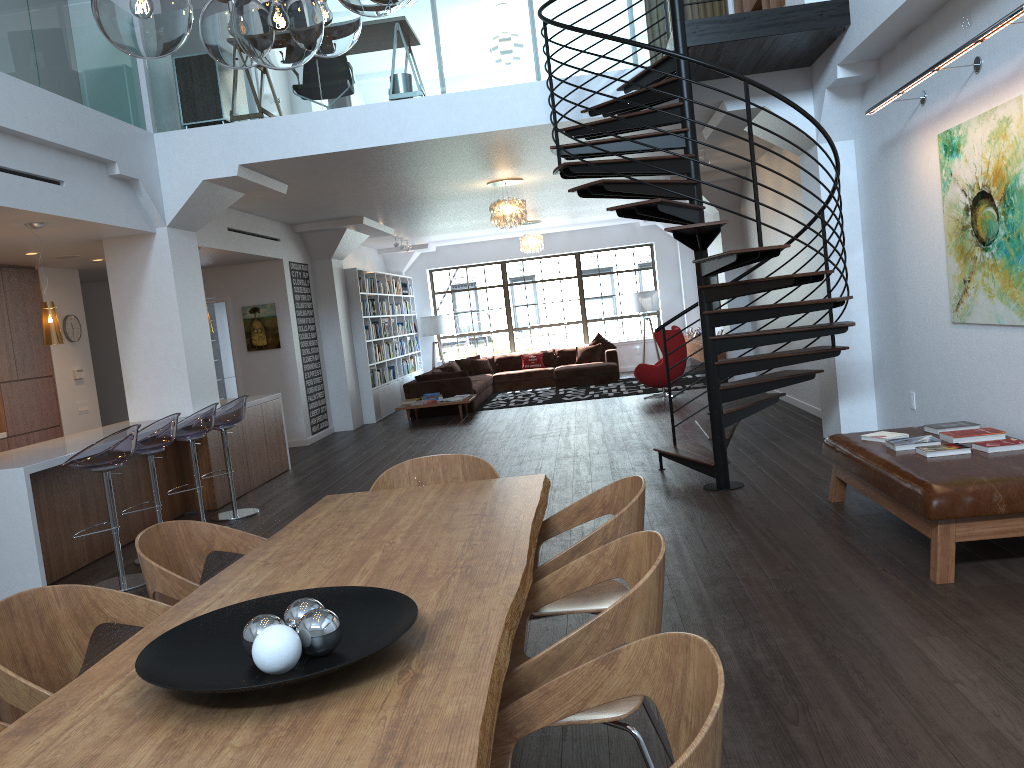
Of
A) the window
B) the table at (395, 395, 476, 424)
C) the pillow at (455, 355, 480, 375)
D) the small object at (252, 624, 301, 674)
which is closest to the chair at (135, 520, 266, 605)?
the small object at (252, 624, 301, 674)

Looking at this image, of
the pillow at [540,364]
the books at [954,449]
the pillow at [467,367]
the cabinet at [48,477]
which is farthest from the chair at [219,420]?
the pillow at [540,364]

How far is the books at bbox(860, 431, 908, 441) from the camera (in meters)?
5.20

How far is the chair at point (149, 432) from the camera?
6.05m

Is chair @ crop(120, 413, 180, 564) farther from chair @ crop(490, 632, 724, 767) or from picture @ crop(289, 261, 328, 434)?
picture @ crop(289, 261, 328, 434)

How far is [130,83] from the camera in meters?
7.5

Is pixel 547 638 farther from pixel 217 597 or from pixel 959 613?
pixel 217 597

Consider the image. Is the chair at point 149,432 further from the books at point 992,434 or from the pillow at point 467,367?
the pillow at point 467,367

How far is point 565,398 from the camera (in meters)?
14.14

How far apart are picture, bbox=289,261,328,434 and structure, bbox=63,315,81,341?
2.95m
